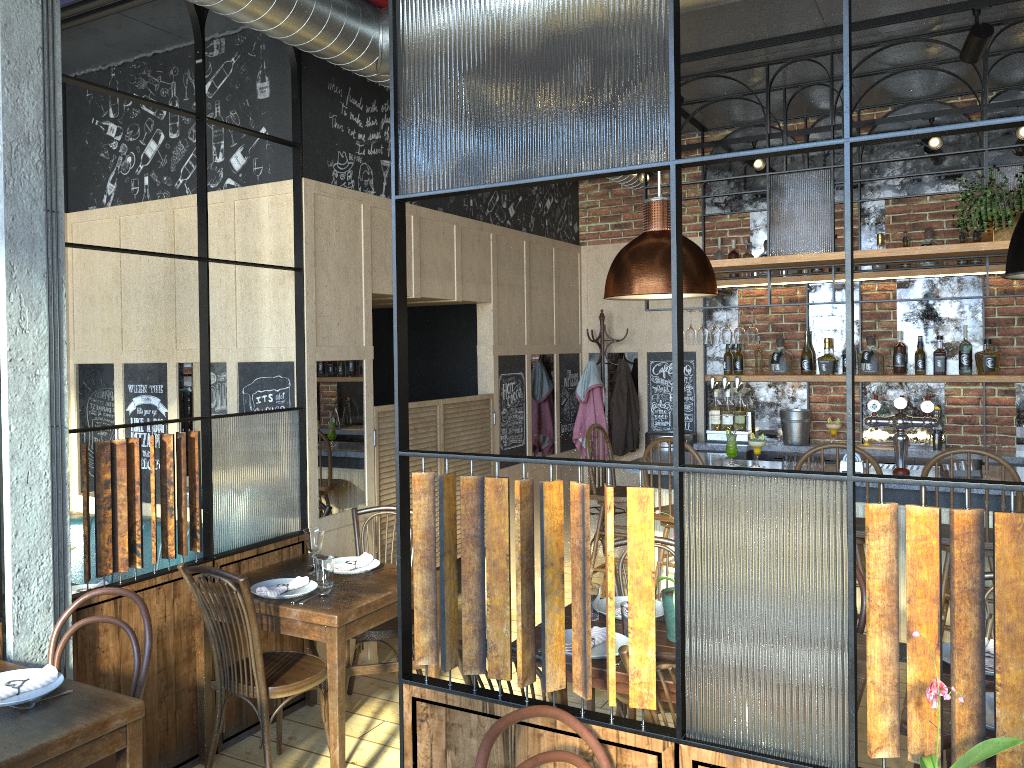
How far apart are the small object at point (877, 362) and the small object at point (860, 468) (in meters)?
1.39

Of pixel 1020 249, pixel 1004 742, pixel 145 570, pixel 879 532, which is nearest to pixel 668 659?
pixel 879 532

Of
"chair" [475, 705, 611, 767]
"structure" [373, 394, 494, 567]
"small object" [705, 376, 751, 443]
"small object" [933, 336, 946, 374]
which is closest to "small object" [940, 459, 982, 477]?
"small object" [933, 336, 946, 374]

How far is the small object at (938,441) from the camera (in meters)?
6.06

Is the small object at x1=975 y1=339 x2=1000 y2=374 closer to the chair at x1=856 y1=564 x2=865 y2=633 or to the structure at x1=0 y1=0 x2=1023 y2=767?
the structure at x1=0 y1=0 x2=1023 y2=767

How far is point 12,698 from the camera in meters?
2.4 m

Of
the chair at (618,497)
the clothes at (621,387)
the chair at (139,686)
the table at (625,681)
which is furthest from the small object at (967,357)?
the chair at (139,686)

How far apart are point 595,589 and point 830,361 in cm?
386

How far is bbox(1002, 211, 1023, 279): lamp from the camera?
2.4m

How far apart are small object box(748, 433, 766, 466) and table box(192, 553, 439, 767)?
2.4m
